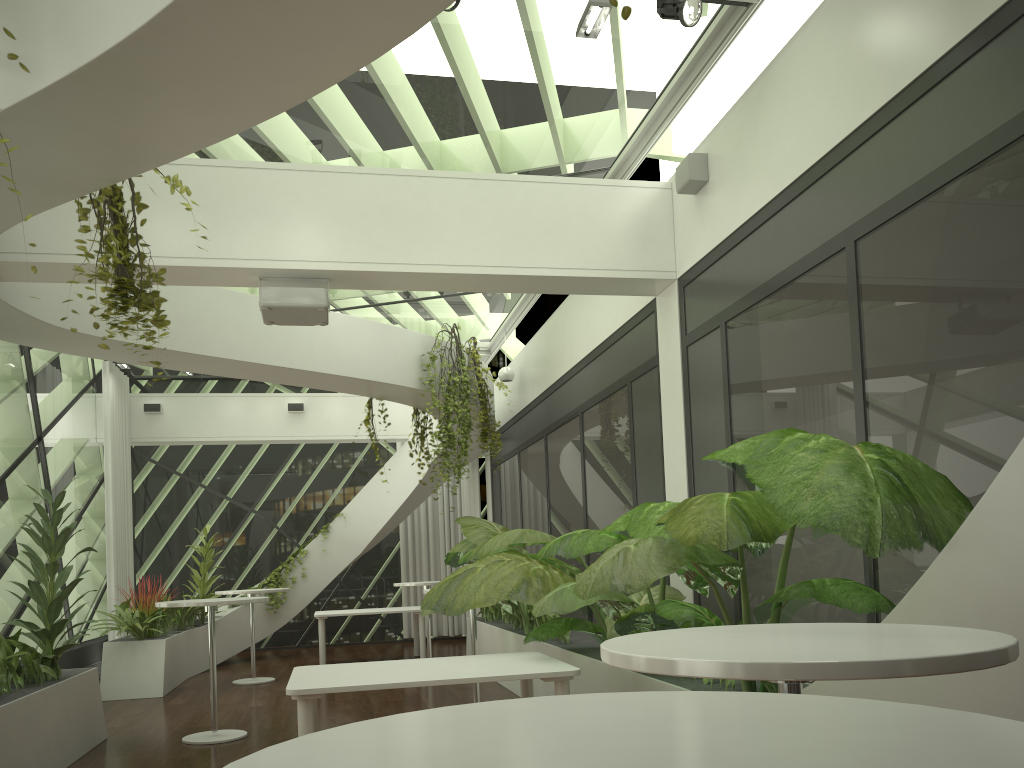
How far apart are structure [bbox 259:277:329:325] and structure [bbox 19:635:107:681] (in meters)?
5.59

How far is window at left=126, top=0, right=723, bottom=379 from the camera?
5.84m

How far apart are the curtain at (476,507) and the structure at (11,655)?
7.9 meters

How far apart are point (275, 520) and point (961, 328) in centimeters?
1274cm

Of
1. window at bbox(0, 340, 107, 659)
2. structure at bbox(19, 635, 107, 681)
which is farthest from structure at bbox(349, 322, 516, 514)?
structure at bbox(19, 635, 107, 681)

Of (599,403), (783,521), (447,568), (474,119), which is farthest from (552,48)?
(447,568)

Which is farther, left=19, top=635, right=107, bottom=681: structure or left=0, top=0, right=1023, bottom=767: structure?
left=19, top=635, right=107, bottom=681: structure

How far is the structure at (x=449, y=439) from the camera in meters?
9.1 m

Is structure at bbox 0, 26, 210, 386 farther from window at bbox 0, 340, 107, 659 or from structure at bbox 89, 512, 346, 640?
structure at bbox 89, 512, 346, 640

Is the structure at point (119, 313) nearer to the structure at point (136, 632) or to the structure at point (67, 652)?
the structure at point (136, 632)
